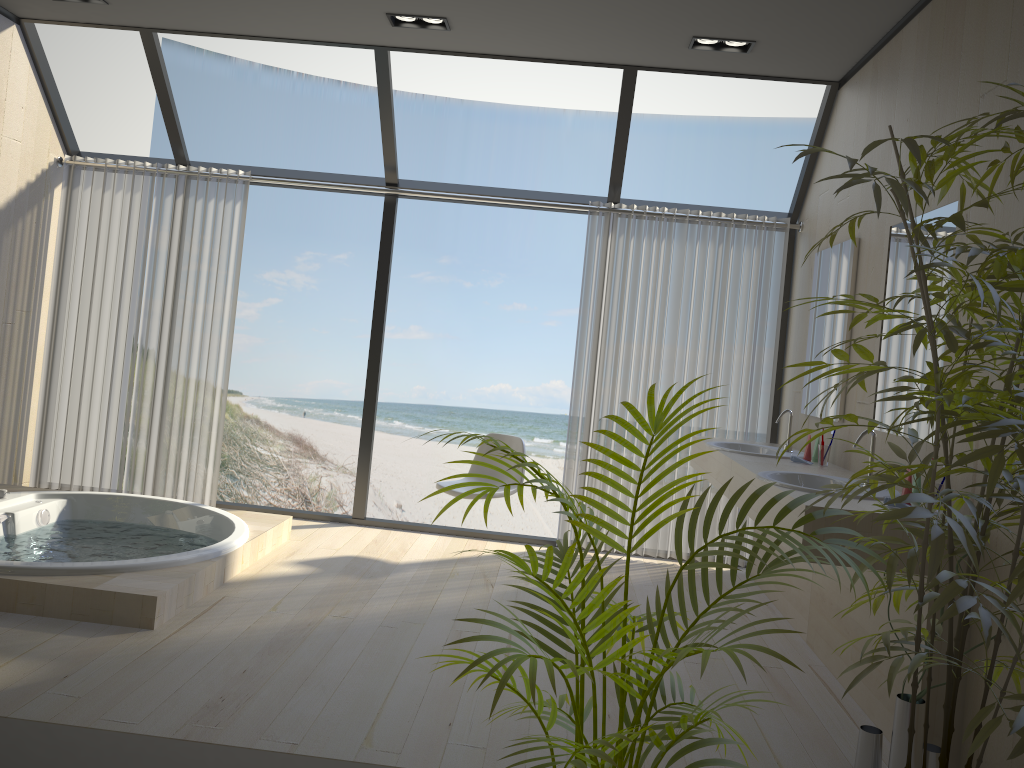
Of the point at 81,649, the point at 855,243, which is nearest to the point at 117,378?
the point at 81,649

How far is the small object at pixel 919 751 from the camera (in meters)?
2.53

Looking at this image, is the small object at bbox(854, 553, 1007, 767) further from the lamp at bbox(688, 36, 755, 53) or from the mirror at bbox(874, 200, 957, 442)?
the lamp at bbox(688, 36, 755, 53)

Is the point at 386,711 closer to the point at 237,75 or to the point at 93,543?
the point at 93,543

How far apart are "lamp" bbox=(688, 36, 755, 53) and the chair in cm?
228

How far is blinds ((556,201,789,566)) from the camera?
5.2m

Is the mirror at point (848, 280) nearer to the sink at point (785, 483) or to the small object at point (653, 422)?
the sink at point (785, 483)

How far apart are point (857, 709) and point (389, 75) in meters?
3.9 m

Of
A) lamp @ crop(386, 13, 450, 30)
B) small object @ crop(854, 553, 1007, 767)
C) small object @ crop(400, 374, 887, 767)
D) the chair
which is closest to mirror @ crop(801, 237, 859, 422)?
the chair

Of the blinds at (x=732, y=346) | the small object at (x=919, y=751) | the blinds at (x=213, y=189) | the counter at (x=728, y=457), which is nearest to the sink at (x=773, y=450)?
the counter at (x=728, y=457)
